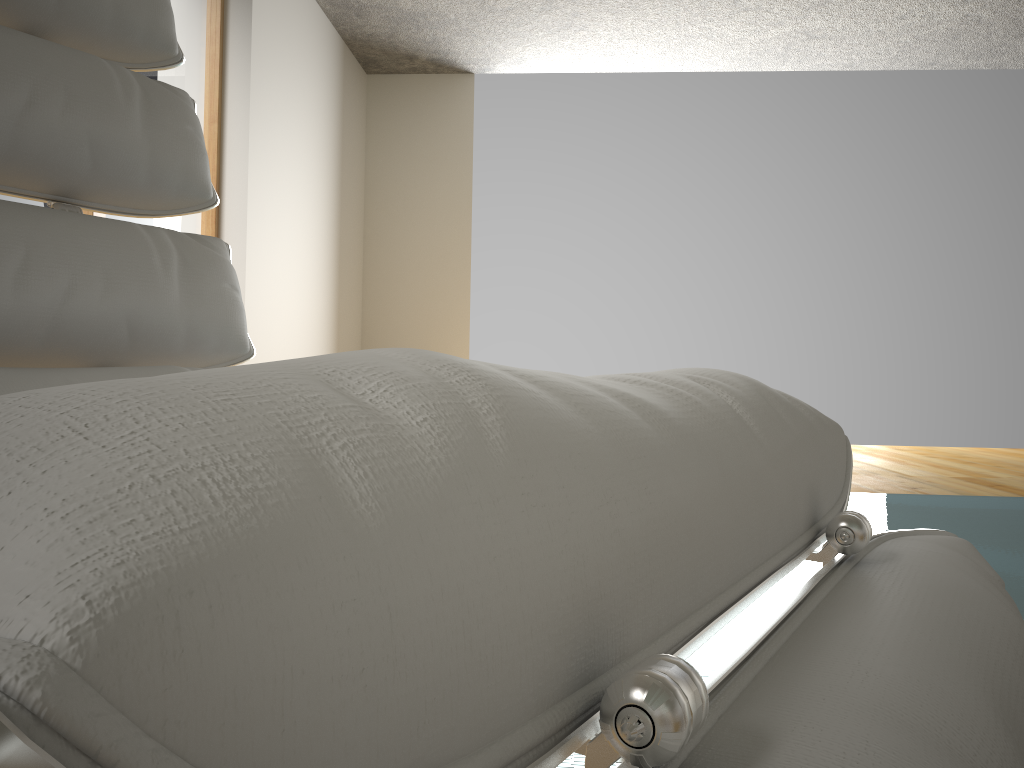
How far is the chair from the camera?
0.1m

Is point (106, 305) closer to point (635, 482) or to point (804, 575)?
point (635, 482)

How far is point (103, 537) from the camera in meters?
0.1

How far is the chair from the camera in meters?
0.1
